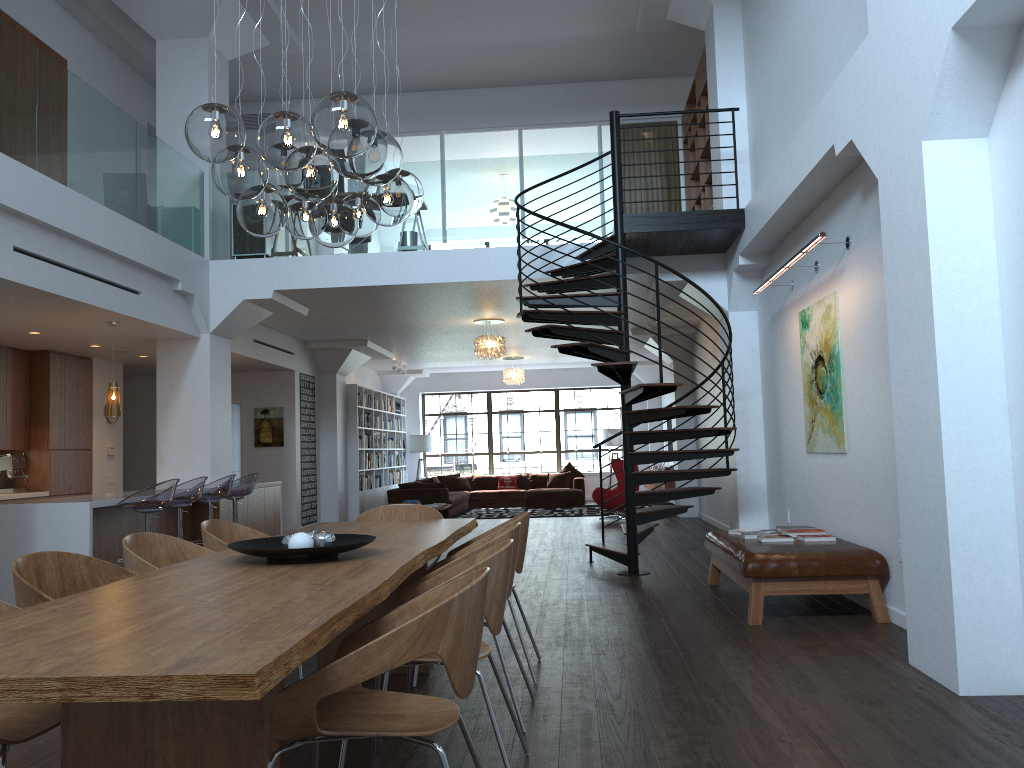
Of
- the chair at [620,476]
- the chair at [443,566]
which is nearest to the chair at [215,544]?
the chair at [443,566]

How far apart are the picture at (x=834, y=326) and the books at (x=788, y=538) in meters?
0.8

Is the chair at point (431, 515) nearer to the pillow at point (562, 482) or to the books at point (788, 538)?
the books at point (788, 538)

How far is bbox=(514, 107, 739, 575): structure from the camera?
7.56m

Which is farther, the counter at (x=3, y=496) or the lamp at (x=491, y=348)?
the lamp at (x=491, y=348)

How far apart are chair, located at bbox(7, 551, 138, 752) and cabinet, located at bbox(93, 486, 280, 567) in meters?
4.5 m

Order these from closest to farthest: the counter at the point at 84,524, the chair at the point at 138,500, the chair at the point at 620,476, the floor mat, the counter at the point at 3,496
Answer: the counter at the point at 84,524, the chair at the point at 138,500, the counter at the point at 3,496, the chair at the point at 620,476, the floor mat

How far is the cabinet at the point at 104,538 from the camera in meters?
7.7

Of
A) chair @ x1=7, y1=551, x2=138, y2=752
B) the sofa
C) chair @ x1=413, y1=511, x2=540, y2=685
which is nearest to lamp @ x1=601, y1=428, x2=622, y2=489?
the sofa

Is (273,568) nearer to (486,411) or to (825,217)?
(825,217)
